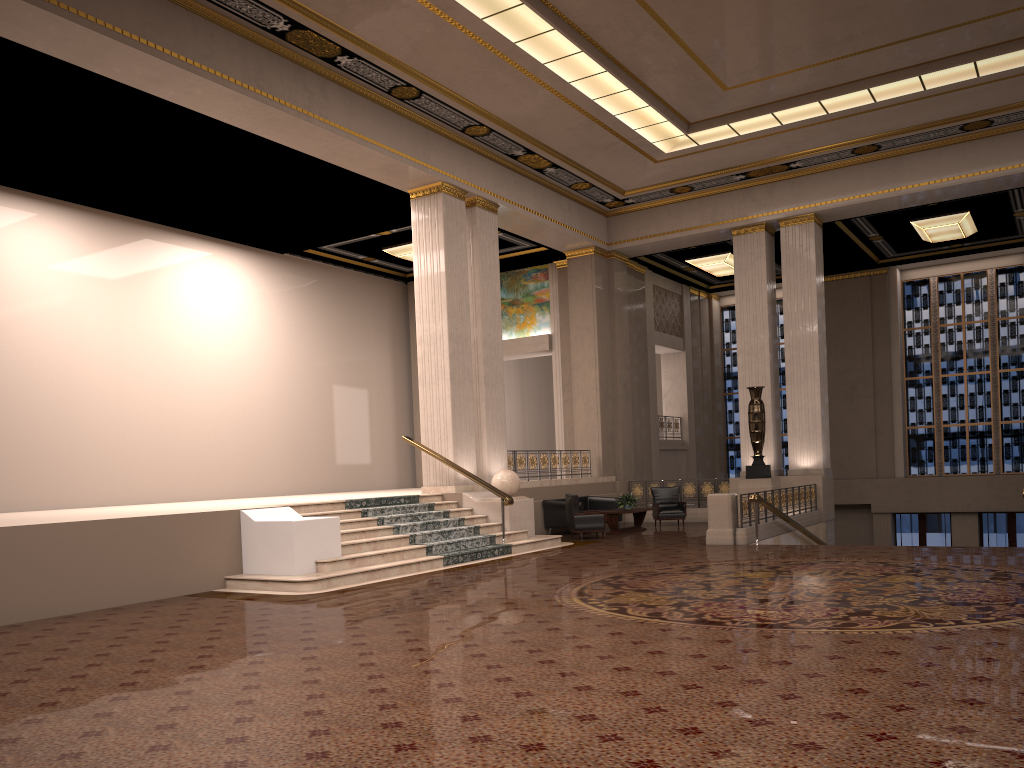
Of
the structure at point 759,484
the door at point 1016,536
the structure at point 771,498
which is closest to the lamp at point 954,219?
the structure at point 759,484

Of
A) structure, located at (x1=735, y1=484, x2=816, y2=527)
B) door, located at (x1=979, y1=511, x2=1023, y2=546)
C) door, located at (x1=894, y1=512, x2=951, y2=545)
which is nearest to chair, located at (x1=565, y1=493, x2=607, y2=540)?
structure, located at (x1=735, y1=484, x2=816, y2=527)

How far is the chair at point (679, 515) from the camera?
18.39m

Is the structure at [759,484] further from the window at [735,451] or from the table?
the window at [735,451]

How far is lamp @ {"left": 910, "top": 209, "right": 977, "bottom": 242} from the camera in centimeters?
1960cm

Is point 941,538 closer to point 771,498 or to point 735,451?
point 735,451

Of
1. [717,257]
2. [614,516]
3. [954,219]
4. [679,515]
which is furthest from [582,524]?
[954,219]

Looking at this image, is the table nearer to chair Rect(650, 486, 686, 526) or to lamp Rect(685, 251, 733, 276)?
chair Rect(650, 486, 686, 526)

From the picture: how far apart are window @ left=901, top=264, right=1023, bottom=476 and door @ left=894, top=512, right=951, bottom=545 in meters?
1.2 m

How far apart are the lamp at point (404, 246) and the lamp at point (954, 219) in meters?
11.5
